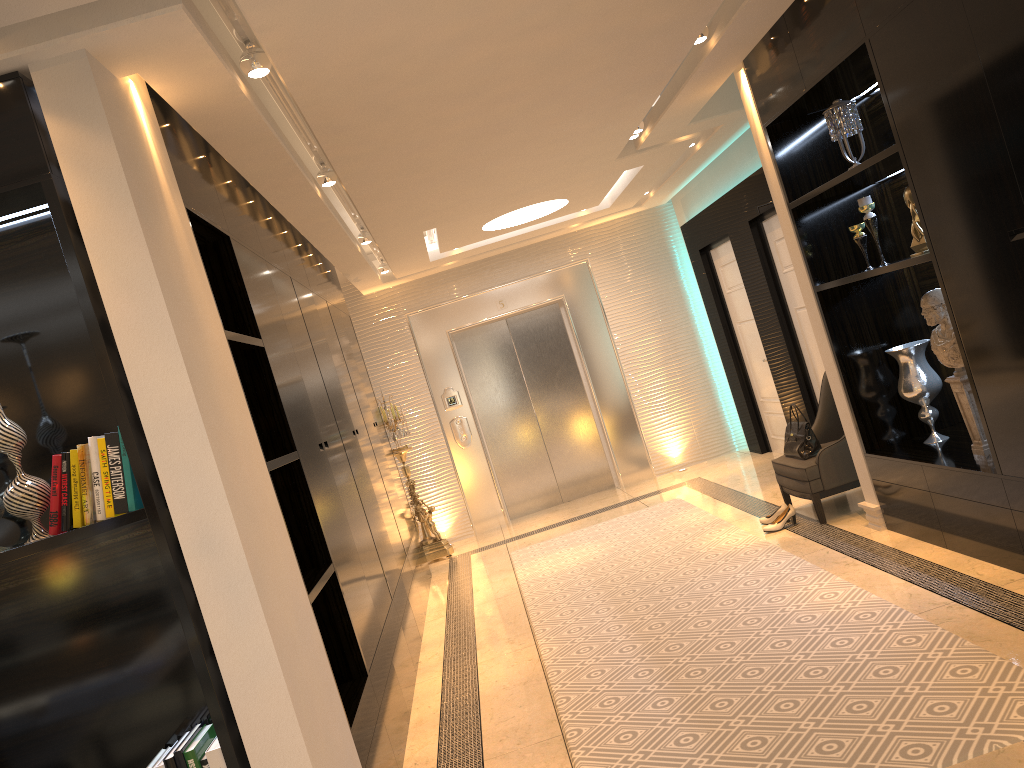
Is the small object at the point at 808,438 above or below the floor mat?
above

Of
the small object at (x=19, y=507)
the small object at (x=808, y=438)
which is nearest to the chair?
the small object at (x=808, y=438)

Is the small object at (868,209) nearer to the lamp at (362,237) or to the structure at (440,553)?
the lamp at (362,237)

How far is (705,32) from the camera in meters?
4.1 m

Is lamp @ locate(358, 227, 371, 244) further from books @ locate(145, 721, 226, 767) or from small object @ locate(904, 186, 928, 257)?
books @ locate(145, 721, 226, 767)

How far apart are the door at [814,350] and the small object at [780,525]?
1.50m

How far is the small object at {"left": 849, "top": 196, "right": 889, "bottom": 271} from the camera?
4.40m

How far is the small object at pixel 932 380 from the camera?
4.6 meters

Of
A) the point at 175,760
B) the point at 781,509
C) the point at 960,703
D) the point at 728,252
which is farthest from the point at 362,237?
the point at 960,703

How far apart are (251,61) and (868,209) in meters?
3.0 m
